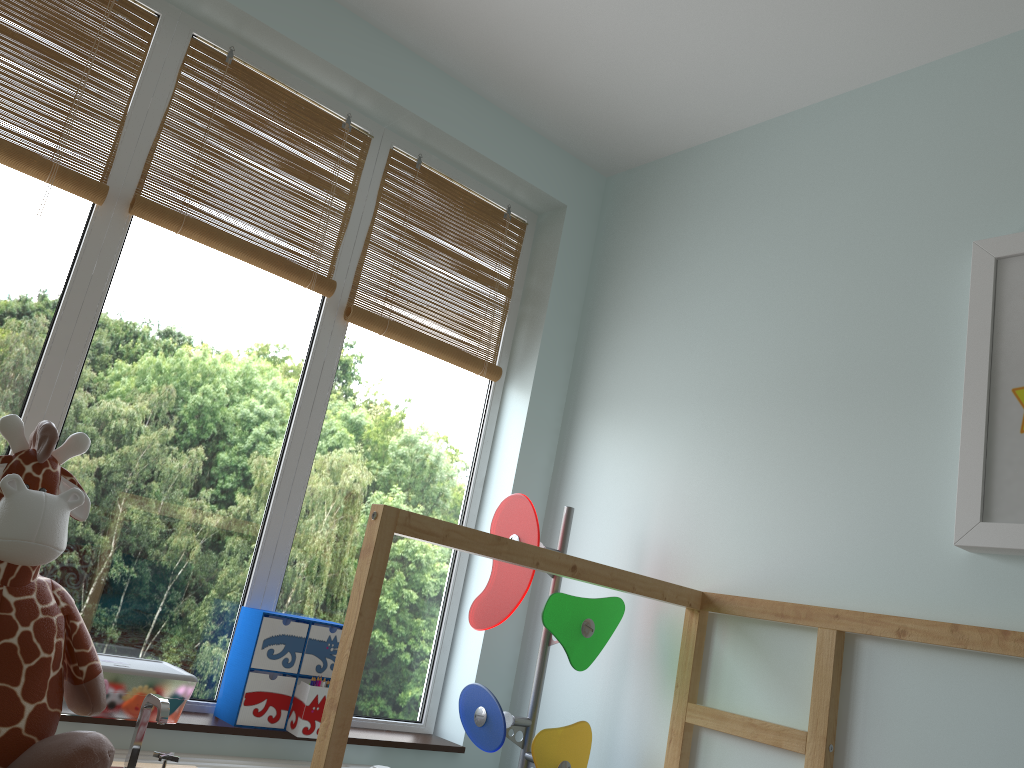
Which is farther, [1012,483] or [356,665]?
[1012,483]

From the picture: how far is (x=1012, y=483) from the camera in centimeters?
153cm

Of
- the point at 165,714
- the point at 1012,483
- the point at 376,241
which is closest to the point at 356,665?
the point at 165,714

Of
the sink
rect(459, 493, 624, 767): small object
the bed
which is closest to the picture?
the bed

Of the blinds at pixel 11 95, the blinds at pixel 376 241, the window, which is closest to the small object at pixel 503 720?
the window

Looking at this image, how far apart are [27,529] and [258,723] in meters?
0.9 m

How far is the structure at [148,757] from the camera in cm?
172

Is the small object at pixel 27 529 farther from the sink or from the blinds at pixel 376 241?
the blinds at pixel 376 241

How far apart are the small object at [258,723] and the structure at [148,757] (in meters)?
0.06

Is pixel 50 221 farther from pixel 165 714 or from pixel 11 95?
pixel 165 714
